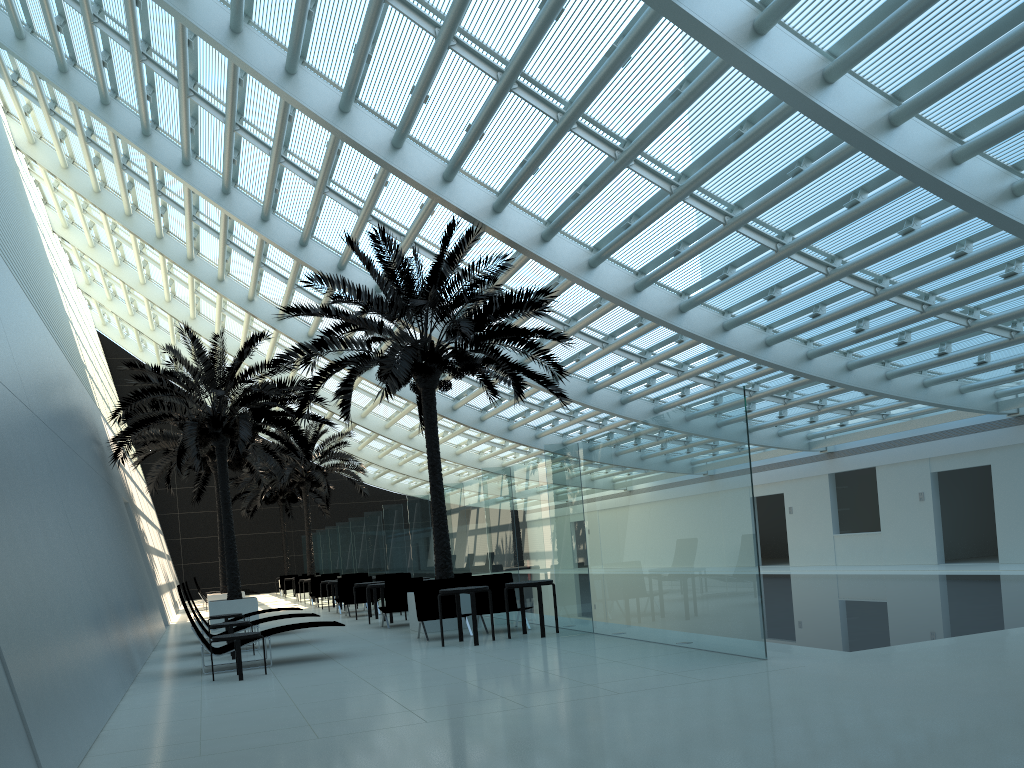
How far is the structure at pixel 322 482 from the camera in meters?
31.3

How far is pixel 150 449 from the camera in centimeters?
2318cm

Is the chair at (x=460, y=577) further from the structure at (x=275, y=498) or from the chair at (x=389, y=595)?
the structure at (x=275, y=498)

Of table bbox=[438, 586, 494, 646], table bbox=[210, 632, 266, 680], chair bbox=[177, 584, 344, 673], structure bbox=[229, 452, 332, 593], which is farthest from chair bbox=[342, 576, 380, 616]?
structure bbox=[229, 452, 332, 593]

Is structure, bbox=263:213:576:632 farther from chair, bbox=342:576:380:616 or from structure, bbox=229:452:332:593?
structure, bbox=229:452:332:593

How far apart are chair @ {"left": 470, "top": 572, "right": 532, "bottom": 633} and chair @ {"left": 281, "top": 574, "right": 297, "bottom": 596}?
24.2m

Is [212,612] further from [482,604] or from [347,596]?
[482,604]

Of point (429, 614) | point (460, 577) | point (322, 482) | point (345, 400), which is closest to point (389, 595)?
point (460, 577)

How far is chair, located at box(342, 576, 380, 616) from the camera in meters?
19.8 m

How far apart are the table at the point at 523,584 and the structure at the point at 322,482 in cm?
1997
